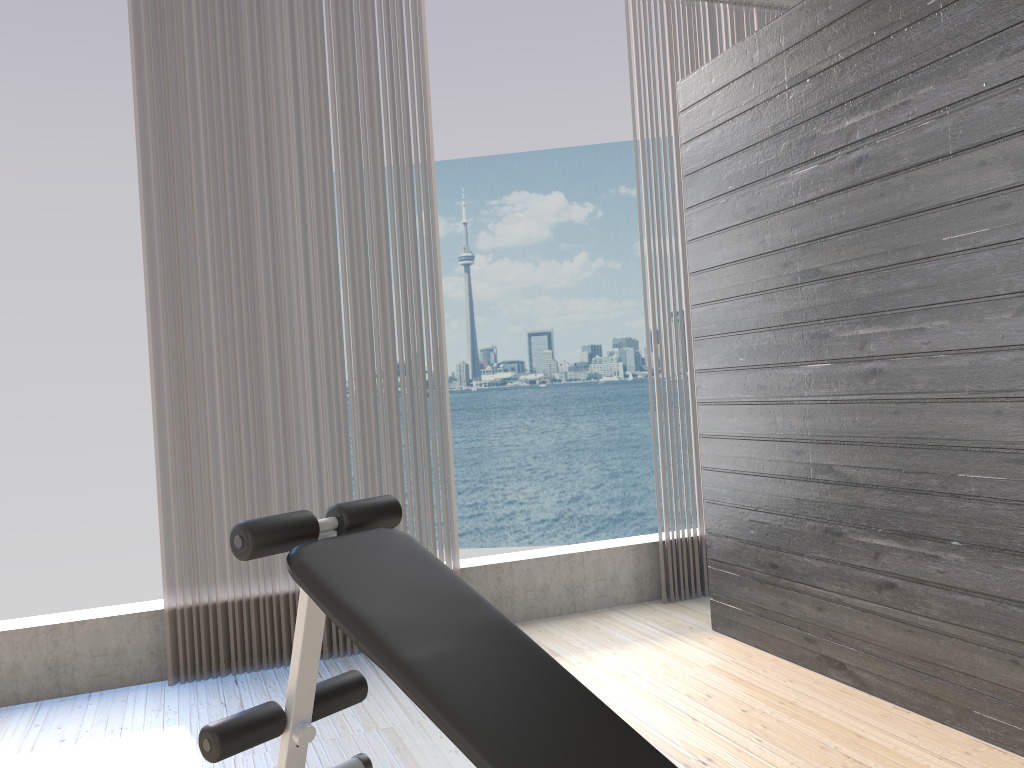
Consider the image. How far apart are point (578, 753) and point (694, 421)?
2.6 meters

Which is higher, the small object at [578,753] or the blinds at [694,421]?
the blinds at [694,421]

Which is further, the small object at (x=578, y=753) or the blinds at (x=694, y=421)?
the blinds at (x=694, y=421)

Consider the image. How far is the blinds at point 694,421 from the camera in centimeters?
399cm

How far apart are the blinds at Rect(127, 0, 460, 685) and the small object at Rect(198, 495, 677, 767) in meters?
1.1 m

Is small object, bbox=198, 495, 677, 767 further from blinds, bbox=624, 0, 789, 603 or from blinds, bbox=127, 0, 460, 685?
blinds, bbox=624, 0, 789, 603

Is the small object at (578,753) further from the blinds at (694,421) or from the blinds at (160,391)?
the blinds at (694,421)

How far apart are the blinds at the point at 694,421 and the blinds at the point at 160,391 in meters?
→ 1.2 m

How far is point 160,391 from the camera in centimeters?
322cm

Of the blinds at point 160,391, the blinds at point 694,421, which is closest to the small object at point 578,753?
the blinds at point 160,391
